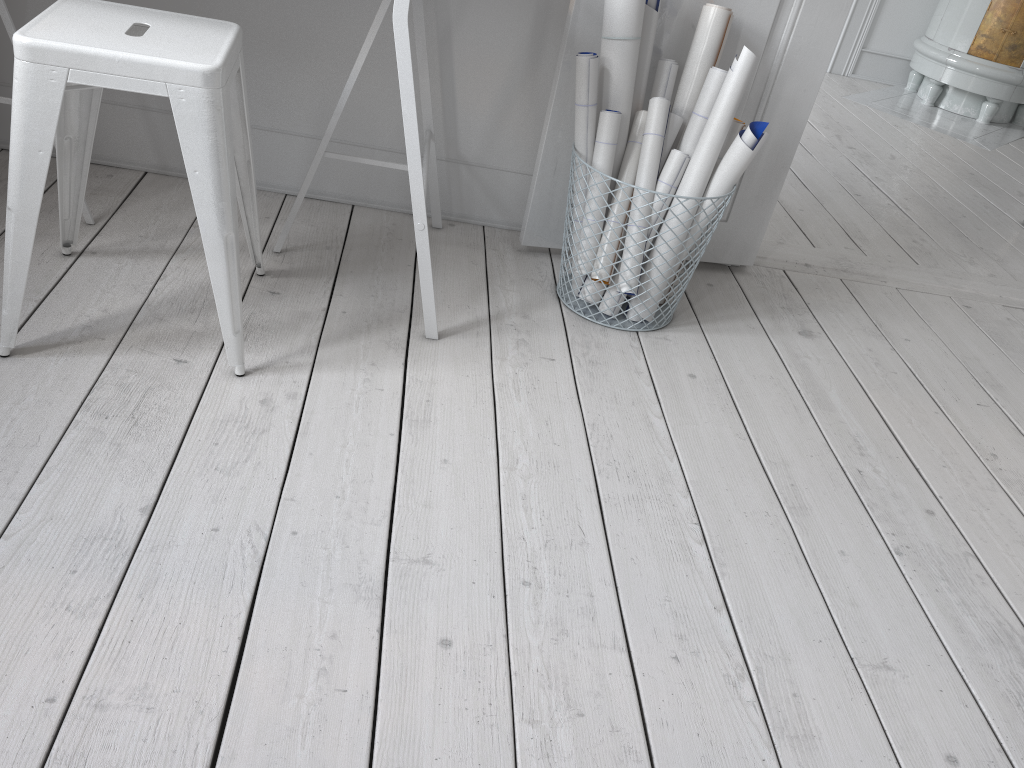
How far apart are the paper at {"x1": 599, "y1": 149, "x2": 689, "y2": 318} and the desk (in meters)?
0.43

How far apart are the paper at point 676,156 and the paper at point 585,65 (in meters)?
0.17

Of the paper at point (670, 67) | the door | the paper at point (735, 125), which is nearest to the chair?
the door

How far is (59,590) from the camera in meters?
1.1 m

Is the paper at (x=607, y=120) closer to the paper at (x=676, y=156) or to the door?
the paper at (x=676, y=156)

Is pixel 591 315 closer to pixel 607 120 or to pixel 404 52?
pixel 607 120

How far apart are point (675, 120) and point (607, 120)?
0.2 meters

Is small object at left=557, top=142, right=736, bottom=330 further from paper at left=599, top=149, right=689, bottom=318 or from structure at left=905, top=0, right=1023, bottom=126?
structure at left=905, top=0, right=1023, bottom=126

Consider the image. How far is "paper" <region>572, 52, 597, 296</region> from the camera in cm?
186

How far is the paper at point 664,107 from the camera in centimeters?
194cm
